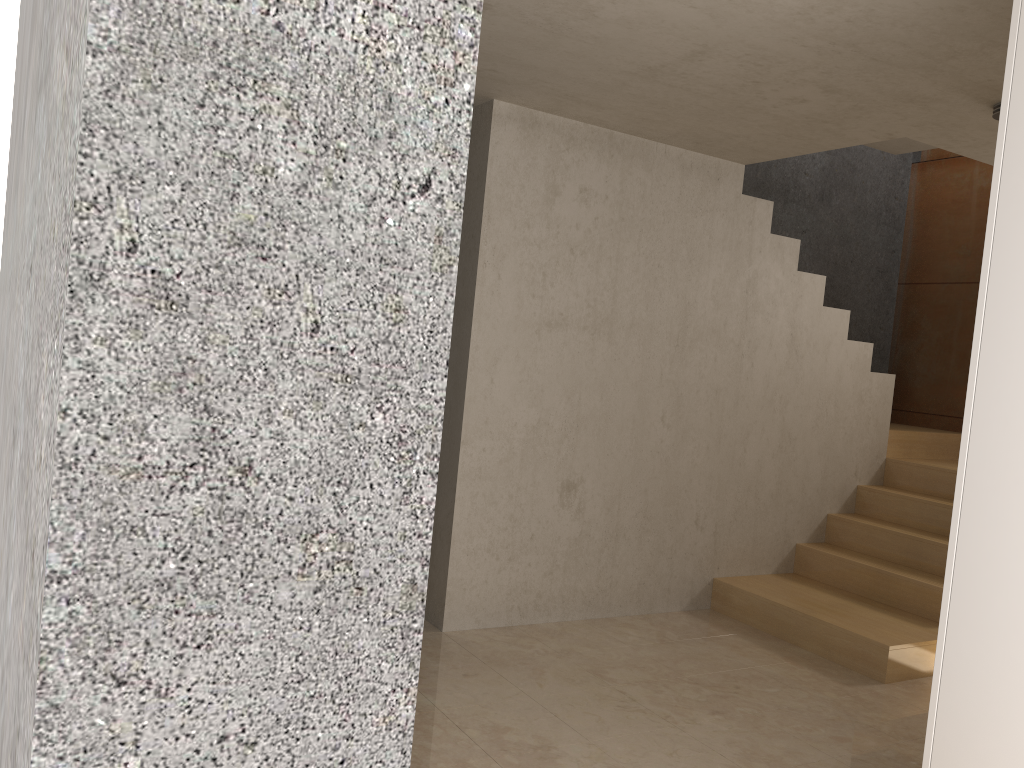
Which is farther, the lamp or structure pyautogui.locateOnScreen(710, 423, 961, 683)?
structure pyautogui.locateOnScreen(710, 423, 961, 683)

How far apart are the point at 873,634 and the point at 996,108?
2.4m

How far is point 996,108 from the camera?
3.5m

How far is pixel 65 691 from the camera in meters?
0.4 m

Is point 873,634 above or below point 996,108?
below

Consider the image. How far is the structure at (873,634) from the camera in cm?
422

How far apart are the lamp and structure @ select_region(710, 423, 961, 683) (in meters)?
2.34

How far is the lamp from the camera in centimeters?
346cm

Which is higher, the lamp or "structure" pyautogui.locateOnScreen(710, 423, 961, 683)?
the lamp

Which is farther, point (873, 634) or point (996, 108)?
point (873, 634)
